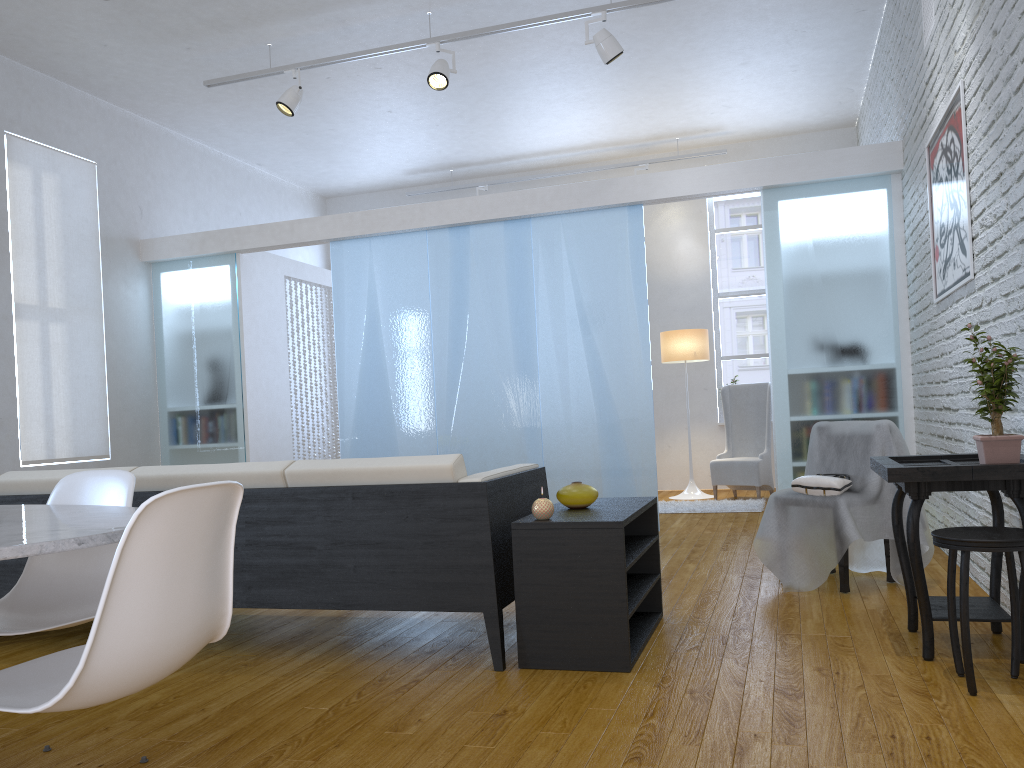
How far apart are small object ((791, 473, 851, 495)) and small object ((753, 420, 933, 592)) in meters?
0.0

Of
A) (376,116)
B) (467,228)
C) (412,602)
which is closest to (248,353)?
(467,228)

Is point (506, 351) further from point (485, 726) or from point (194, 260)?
point (485, 726)

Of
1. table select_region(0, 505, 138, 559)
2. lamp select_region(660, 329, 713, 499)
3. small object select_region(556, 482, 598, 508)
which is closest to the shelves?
small object select_region(556, 482, 598, 508)

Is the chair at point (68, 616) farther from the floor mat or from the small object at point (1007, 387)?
the floor mat

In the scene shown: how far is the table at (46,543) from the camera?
1.37m

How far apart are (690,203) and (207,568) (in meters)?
7.57

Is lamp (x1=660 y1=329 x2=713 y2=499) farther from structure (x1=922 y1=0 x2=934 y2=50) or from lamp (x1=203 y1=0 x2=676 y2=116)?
structure (x1=922 y1=0 x2=934 y2=50)

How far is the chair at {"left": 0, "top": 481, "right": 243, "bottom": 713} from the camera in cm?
132

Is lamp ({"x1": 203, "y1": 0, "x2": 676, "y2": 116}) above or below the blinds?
above
